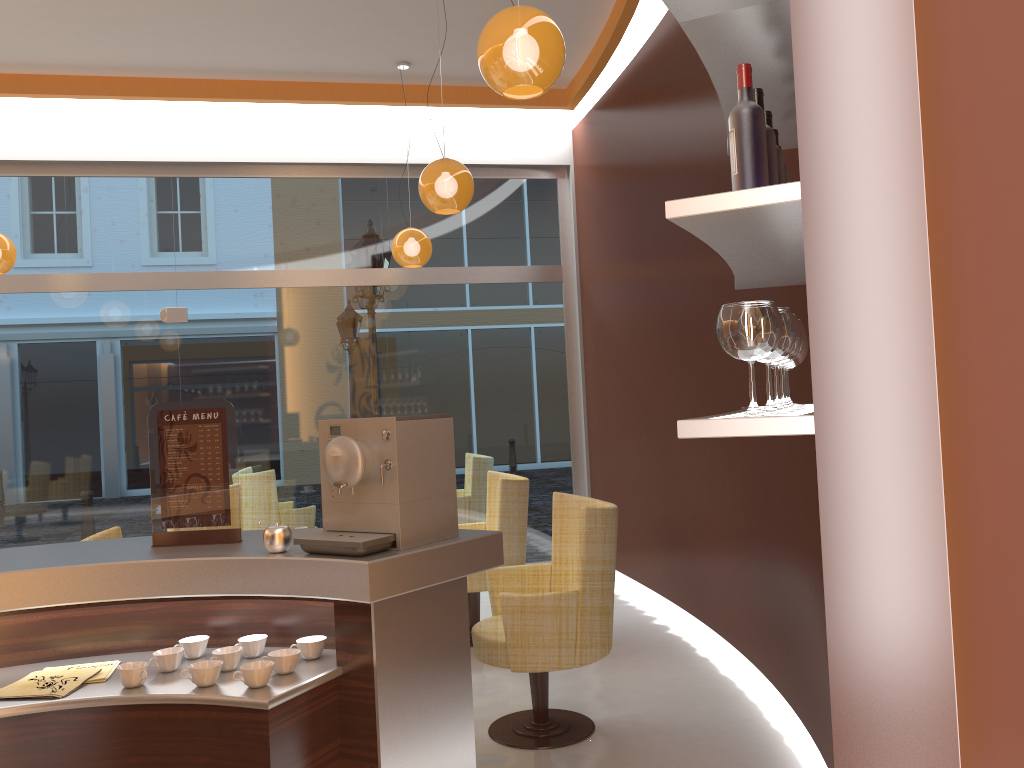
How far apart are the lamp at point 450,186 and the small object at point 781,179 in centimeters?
268cm

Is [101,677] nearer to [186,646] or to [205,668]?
[186,646]

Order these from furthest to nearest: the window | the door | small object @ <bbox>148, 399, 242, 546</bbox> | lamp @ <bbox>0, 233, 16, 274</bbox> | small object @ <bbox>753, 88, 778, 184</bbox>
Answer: the window
the door
lamp @ <bbox>0, 233, 16, 274</bbox>
small object @ <bbox>148, 399, 242, 546</bbox>
small object @ <bbox>753, 88, 778, 184</bbox>

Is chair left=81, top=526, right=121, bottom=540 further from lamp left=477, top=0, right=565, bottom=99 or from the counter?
Answer: lamp left=477, top=0, right=565, bottom=99

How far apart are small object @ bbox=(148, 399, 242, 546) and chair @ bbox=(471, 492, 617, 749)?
1.40m

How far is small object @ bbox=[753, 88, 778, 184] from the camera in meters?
1.9

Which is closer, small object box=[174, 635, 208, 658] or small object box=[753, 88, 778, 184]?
small object box=[753, 88, 778, 184]

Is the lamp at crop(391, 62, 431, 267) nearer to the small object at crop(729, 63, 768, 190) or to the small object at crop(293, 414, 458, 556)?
the small object at crop(293, 414, 458, 556)

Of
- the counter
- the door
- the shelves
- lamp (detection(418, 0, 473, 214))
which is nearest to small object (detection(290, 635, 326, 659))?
the counter

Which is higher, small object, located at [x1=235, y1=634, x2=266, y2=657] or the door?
the door
